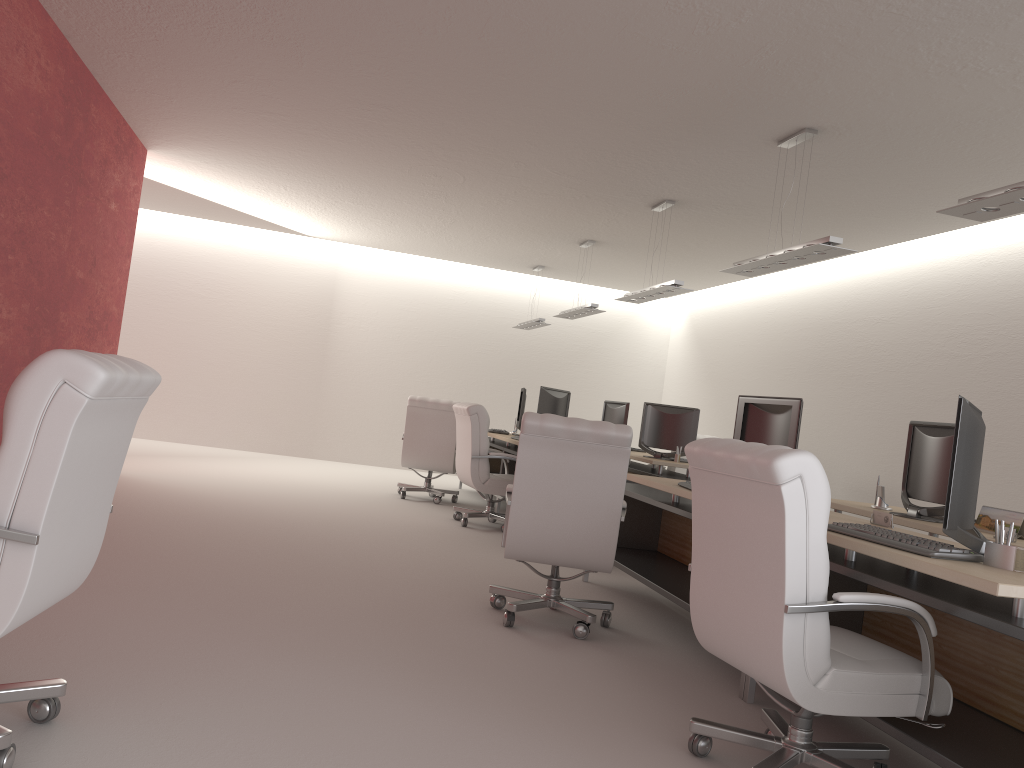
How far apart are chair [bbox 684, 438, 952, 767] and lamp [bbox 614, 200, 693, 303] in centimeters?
634cm

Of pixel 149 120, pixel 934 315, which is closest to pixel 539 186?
pixel 149 120

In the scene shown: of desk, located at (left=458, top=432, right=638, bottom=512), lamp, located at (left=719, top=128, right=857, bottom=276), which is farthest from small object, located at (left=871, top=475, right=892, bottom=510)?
desk, located at (left=458, top=432, right=638, bottom=512)

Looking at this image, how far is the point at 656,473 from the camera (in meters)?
11.82

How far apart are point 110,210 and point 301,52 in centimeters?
439cm

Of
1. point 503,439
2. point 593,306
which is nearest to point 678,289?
point 593,306

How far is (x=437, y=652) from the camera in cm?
578

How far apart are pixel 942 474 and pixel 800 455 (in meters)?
3.65

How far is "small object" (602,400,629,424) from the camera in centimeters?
1445cm

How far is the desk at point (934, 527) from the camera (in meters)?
6.33
